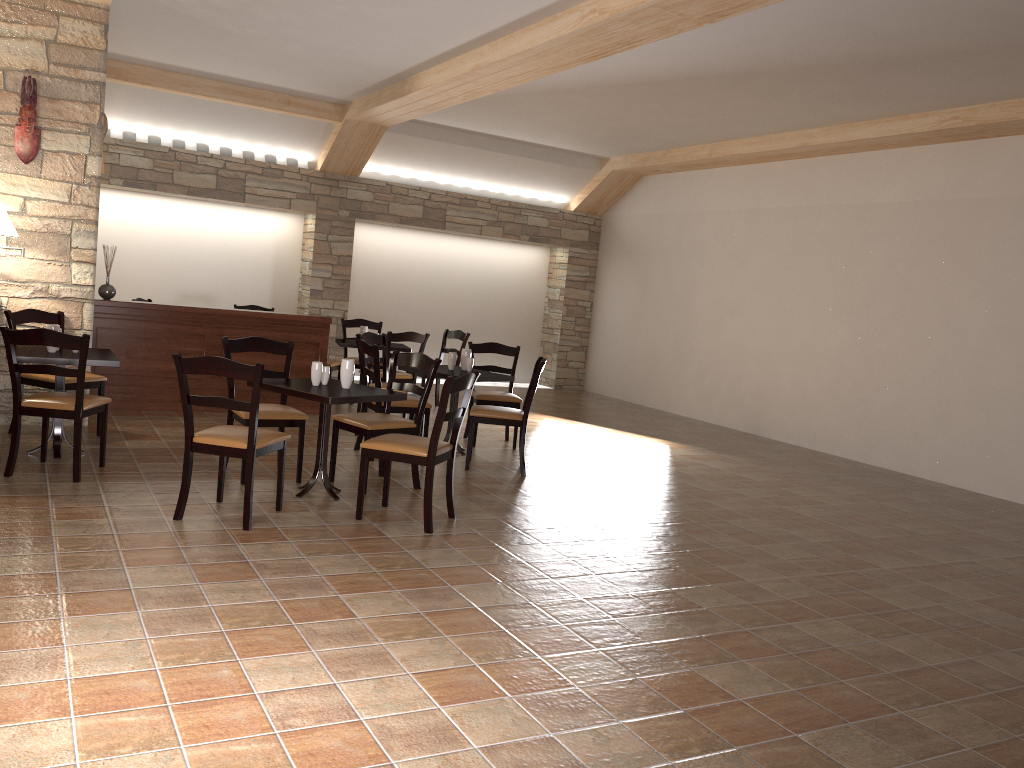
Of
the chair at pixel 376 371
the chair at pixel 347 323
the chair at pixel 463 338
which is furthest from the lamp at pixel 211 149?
the chair at pixel 376 371

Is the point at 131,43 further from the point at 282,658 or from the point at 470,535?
the point at 282,658

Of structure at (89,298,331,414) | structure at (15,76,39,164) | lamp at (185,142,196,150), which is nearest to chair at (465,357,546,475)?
structure at (89,298,331,414)

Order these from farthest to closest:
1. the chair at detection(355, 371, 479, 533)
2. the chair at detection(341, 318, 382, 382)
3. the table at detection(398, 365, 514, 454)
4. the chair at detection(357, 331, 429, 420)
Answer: the chair at detection(341, 318, 382, 382), the chair at detection(357, 331, 429, 420), the table at detection(398, 365, 514, 454), the chair at detection(355, 371, 479, 533)

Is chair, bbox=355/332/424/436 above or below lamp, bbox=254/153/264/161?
below

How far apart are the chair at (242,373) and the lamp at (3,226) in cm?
228

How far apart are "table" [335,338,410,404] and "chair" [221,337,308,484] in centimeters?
288cm

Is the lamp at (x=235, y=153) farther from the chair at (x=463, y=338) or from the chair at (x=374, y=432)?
the chair at (x=374, y=432)

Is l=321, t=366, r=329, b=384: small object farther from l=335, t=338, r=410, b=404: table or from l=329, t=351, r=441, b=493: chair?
l=335, t=338, r=410, b=404: table

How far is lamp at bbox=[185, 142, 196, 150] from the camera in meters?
10.1
